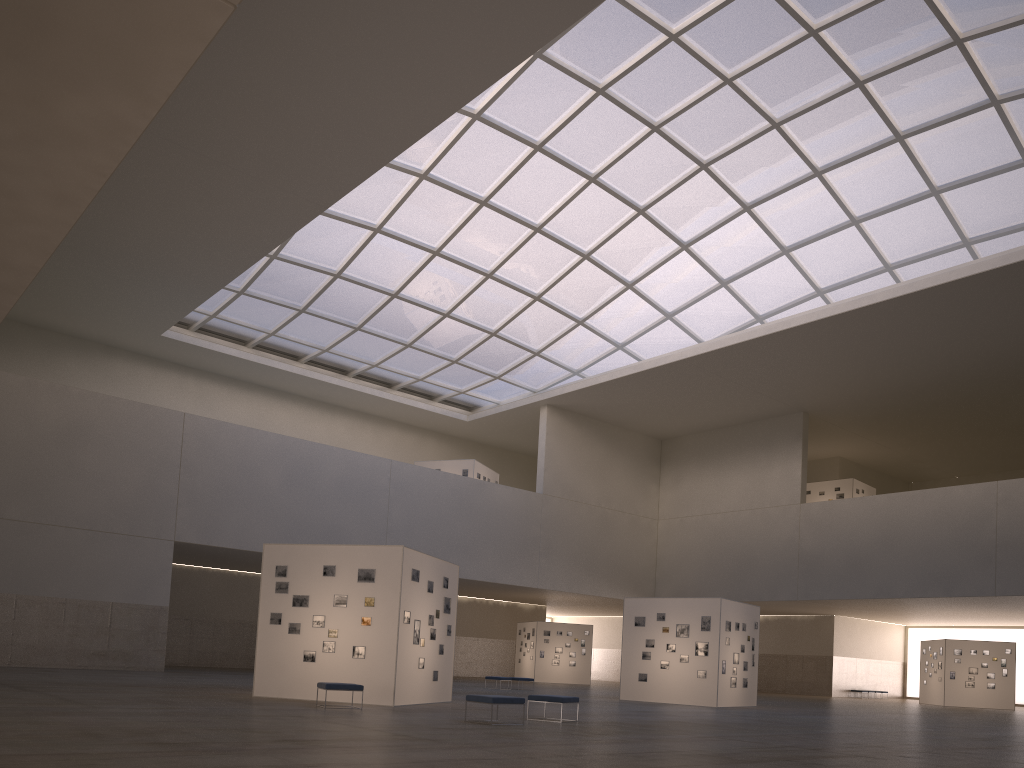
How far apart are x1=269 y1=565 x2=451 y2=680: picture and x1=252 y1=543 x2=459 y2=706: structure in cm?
16

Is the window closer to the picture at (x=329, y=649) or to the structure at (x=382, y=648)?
the structure at (x=382, y=648)

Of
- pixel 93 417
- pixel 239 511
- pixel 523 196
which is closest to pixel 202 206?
pixel 93 417

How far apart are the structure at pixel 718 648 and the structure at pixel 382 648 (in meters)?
11.97

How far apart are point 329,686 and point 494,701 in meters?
5.0 m

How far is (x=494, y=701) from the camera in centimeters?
1840cm

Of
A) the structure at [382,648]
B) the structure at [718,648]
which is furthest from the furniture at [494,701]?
the structure at [718,648]

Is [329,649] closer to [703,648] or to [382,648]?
[382,648]

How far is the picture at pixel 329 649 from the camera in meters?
24.0

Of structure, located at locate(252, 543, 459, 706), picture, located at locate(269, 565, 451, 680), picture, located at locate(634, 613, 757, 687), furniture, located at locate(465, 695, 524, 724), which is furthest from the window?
furniture, located at locate(465, 695, 524, 724)
